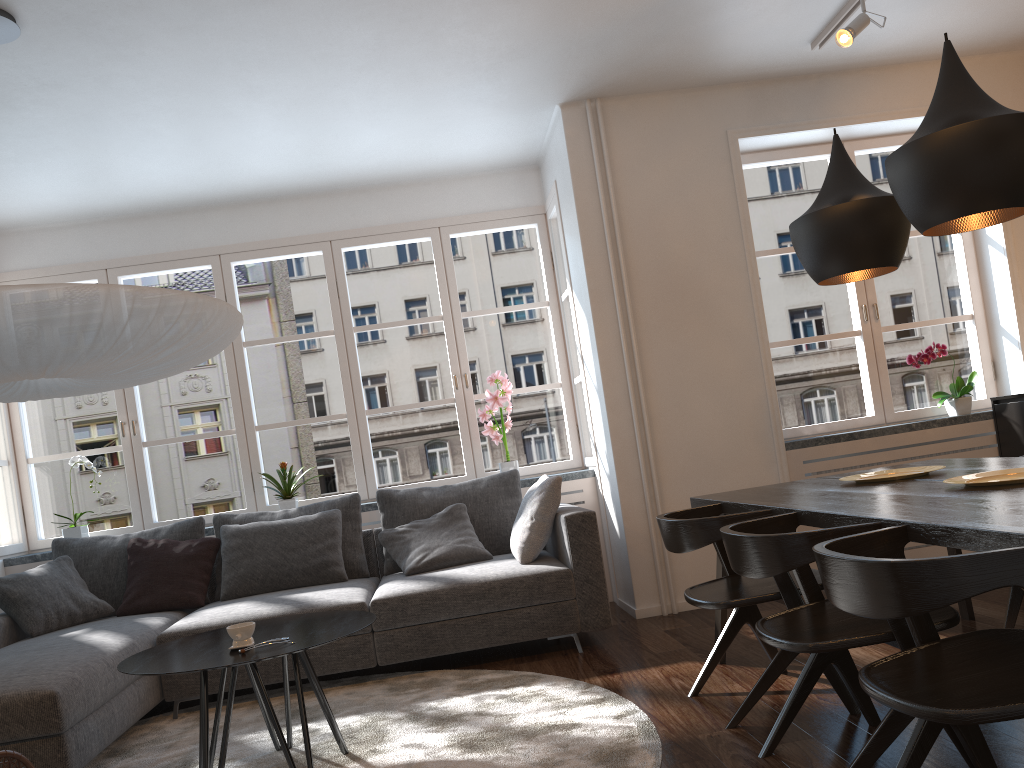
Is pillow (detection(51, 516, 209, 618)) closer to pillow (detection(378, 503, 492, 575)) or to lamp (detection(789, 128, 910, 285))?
pillow (detection(378, 503, 492, 575))

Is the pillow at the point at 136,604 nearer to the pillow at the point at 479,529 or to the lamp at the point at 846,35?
the pillow at the point at 479,529

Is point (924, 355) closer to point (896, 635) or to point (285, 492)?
point (896, 635)

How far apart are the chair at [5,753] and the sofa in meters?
0.9 m

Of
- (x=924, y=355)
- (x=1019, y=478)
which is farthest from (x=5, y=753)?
(x=924, y=355)

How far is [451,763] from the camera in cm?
276

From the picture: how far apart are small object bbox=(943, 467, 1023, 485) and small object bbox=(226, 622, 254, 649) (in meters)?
2.19

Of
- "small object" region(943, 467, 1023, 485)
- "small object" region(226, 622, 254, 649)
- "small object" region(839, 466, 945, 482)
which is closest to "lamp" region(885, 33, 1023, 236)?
"small object" region(943, 467, 1023, 485)

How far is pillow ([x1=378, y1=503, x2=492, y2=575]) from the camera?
4.5m

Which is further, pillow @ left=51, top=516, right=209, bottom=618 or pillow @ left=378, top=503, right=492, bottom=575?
pillow @ left=51, top=516, right=209, bottom=618
